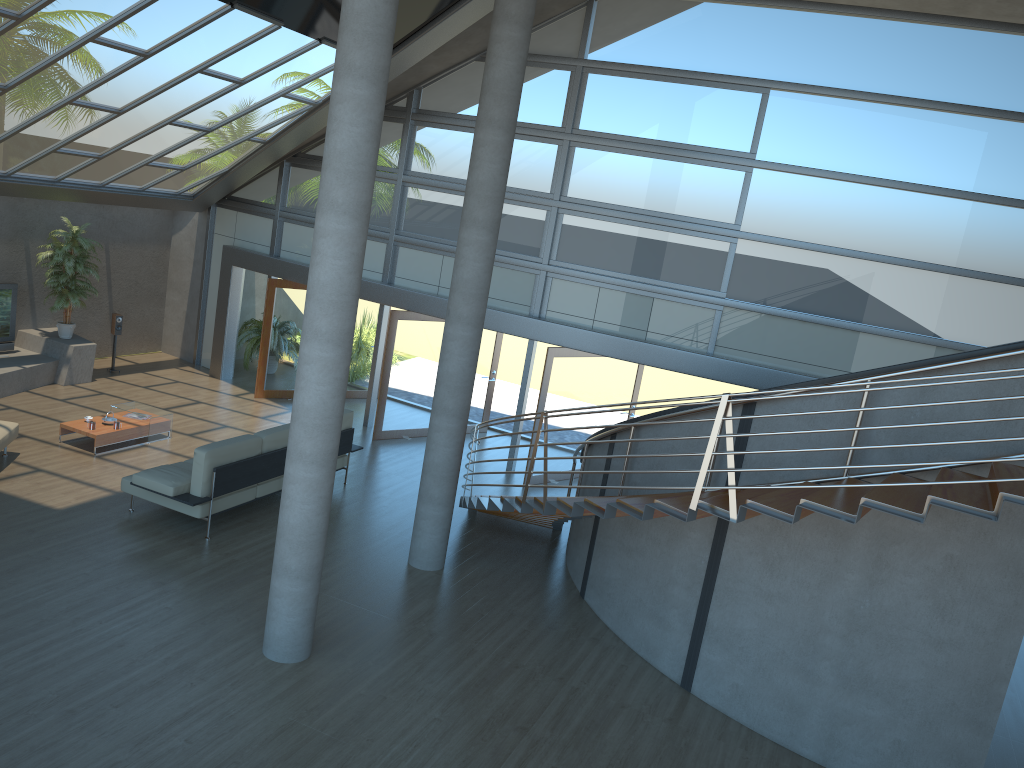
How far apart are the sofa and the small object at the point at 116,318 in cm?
550

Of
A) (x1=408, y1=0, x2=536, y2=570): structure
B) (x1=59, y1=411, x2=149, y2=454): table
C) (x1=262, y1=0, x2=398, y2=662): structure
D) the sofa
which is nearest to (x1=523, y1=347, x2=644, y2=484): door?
the sofa

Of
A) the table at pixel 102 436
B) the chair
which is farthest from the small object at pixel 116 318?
the chair

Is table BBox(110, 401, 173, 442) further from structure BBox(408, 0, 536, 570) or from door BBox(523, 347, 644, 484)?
door BBox(523, 347, 644, 484)

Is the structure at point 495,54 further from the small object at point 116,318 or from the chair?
the small object at point 116,318

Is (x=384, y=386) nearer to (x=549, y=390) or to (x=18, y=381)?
(x=549, y=390)

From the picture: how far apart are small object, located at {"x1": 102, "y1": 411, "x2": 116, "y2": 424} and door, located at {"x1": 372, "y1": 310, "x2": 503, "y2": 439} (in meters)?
3.70

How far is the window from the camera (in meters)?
10.61

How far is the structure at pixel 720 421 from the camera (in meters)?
5.72

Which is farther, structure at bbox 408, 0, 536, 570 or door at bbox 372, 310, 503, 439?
door at bbox 372, 310, 503, 439
